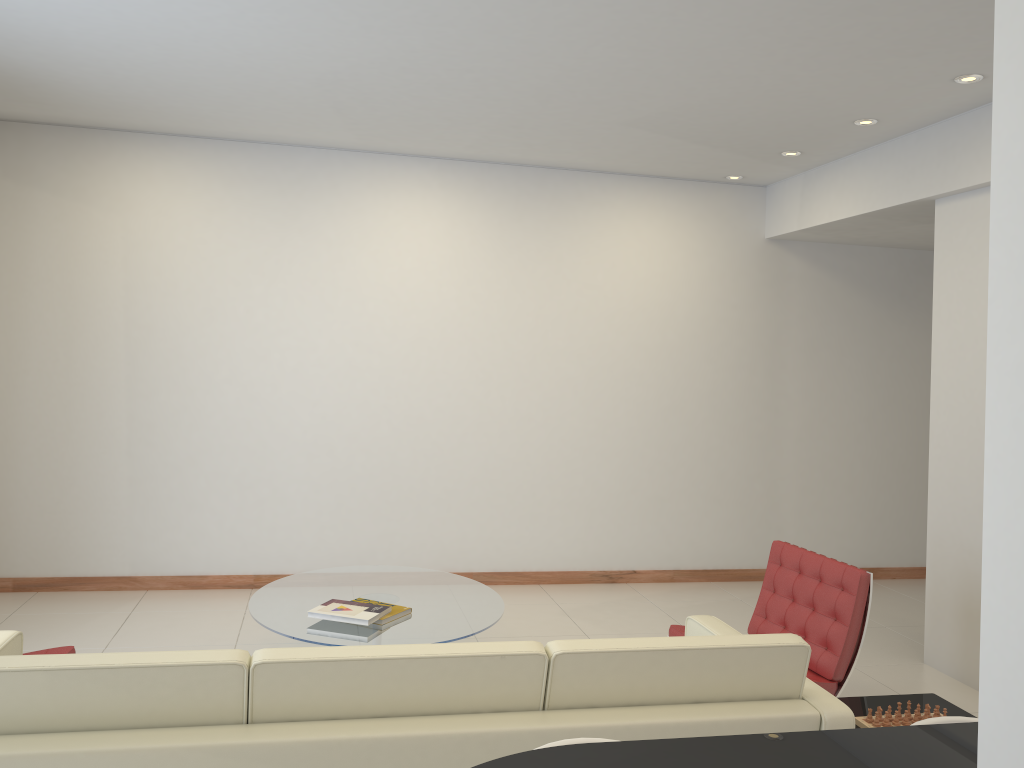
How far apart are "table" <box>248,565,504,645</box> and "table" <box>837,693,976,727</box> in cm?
167

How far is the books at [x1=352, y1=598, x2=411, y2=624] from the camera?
4.3 meters

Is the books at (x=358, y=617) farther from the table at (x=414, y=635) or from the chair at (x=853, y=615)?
the chair at (x=853, y=615)

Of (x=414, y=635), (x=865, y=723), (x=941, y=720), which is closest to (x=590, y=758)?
(x=941, y=720)

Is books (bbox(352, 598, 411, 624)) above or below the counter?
below

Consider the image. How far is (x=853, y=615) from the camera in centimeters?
401cm

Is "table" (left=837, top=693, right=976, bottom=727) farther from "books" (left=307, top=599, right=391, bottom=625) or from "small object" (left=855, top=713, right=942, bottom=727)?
"books" (left=307, top=599, right=391, bottom=625)

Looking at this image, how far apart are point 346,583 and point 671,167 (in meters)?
3.82

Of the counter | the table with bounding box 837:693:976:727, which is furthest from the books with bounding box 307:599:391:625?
the counter

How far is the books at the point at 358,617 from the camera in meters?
4.2
